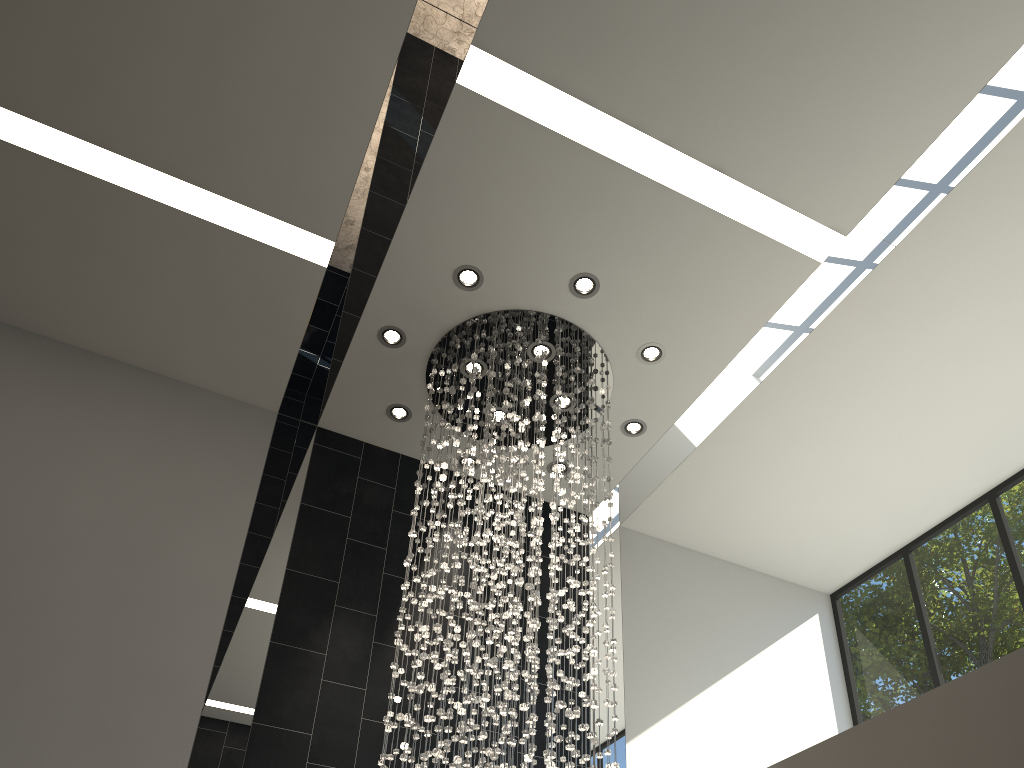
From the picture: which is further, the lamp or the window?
the window

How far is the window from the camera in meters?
6.3 m

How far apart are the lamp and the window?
2.7m

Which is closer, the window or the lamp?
the lamp

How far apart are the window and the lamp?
2.7 meters

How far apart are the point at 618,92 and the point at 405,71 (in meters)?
1.17

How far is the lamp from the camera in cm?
466

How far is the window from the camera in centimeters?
633cm

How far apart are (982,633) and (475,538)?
4.14m
